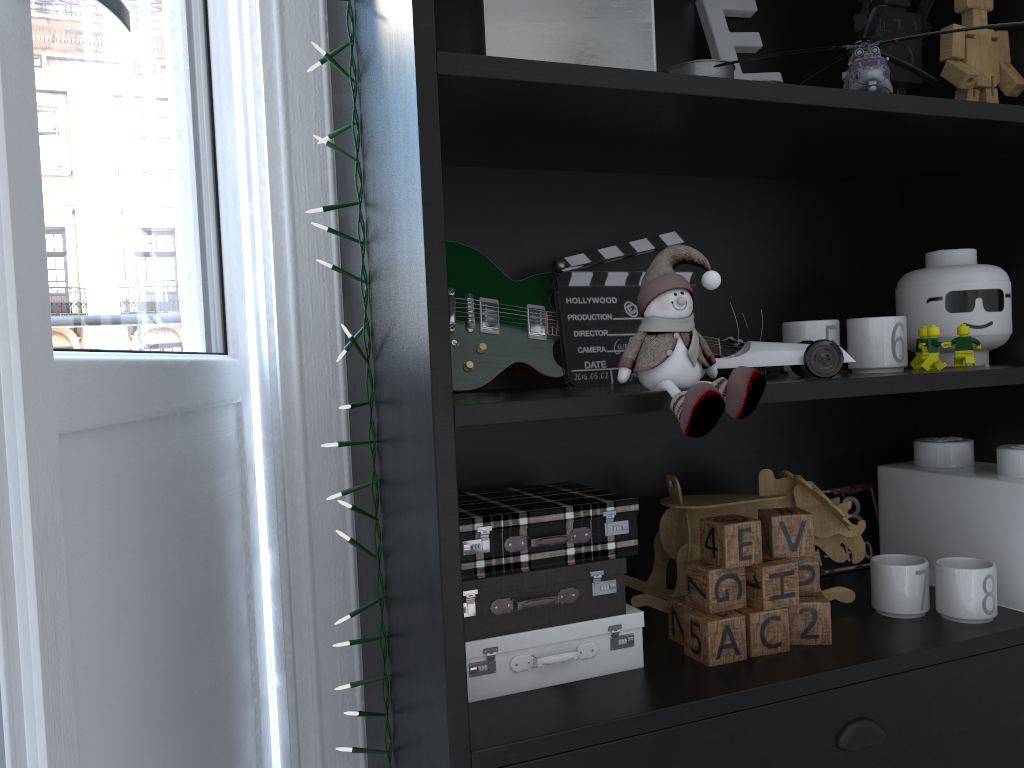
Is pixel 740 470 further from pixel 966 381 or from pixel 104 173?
pixel 104 173

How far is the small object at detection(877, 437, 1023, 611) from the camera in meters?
1.1 m

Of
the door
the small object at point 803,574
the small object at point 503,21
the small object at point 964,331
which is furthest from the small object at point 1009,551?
the door

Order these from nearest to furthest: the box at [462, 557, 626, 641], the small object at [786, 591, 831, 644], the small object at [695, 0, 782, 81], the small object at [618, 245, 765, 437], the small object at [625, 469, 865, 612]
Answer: the small object at [618, 245, 765, 437] < the box at [462, 557, 626, 641] < the small object at [786, 591, 831, 644] < the small object at [625, 469, 865, 612] < the small object at [695, 0, 782, 81]

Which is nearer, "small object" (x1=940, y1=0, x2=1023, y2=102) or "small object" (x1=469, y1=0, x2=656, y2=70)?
"small object" (x1=469, y1=0, x2=656, y2=70)

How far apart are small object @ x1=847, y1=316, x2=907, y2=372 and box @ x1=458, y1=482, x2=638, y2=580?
0.3 meters

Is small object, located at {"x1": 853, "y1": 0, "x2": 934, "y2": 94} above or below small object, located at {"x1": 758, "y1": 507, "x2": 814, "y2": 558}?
above

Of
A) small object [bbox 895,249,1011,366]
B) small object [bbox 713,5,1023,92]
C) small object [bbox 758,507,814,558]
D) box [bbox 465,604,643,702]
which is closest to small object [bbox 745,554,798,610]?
small object [bbox 758,507,814,558]

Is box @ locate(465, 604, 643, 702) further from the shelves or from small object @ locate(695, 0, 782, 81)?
small object @ locate(695, 0, 782, 81)

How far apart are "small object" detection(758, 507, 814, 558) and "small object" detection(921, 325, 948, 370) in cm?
23
